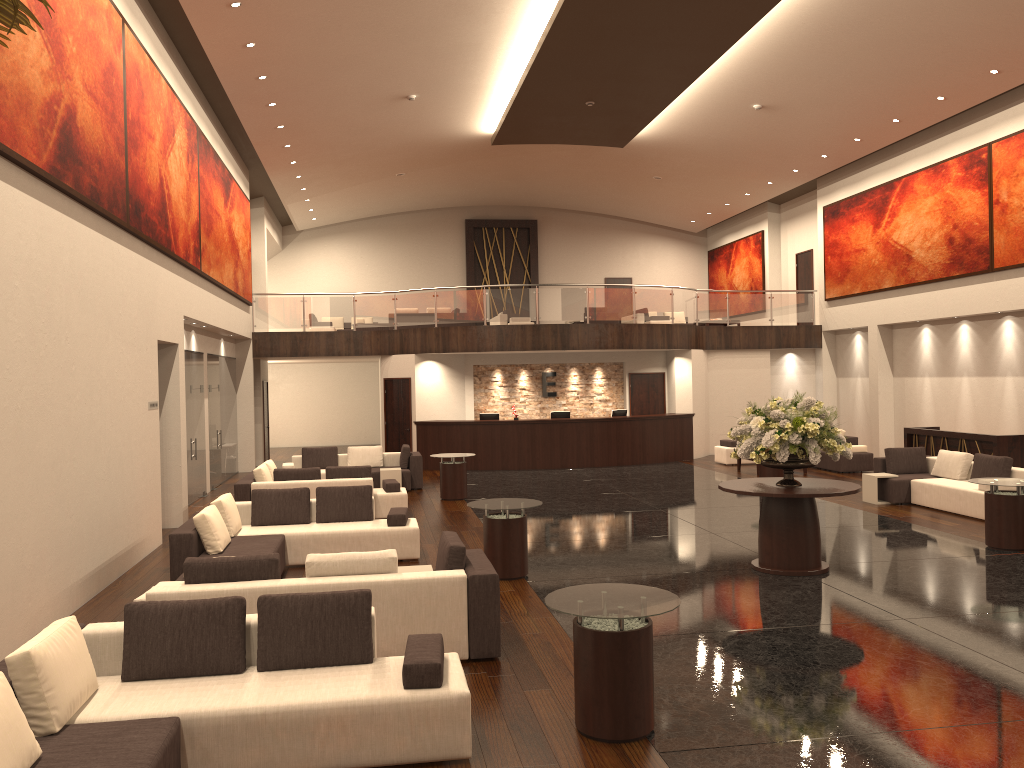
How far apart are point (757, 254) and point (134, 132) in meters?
20.9 m

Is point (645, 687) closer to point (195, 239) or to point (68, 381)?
point (68, 381)

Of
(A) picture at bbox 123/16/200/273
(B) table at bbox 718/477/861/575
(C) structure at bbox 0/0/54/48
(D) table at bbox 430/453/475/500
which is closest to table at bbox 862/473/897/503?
(B) table at bbox 718/477/861/575

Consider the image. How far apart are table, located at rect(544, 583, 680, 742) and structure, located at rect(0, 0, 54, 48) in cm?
420

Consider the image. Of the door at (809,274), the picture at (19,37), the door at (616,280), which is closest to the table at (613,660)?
the picture at (19,37)

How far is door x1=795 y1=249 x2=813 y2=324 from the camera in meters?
25.4 m

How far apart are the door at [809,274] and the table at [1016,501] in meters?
15.3 m

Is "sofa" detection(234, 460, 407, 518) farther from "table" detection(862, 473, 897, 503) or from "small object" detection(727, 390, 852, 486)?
"table" detection(862, 473, 897, 503)

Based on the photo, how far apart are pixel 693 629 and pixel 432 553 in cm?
435

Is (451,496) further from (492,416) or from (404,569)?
(404,569)
